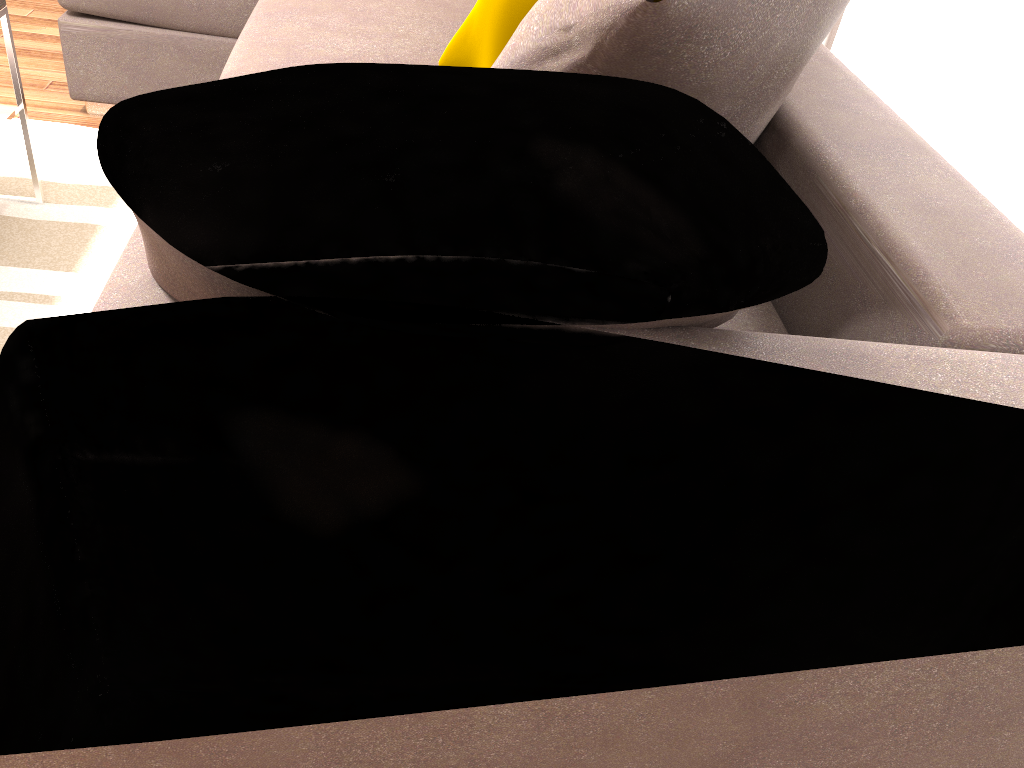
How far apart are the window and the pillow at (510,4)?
0.9m

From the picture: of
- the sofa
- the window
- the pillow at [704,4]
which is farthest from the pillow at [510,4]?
the window

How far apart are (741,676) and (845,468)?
0.4m

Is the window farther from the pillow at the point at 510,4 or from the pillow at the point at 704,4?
the pillow at the point at 510,4

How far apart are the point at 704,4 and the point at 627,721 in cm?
75

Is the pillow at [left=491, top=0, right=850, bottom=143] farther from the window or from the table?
the table

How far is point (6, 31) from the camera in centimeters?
206cm

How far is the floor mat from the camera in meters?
2.0 m

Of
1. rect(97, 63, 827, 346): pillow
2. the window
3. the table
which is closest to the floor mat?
the table

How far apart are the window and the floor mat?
1.9 meters
